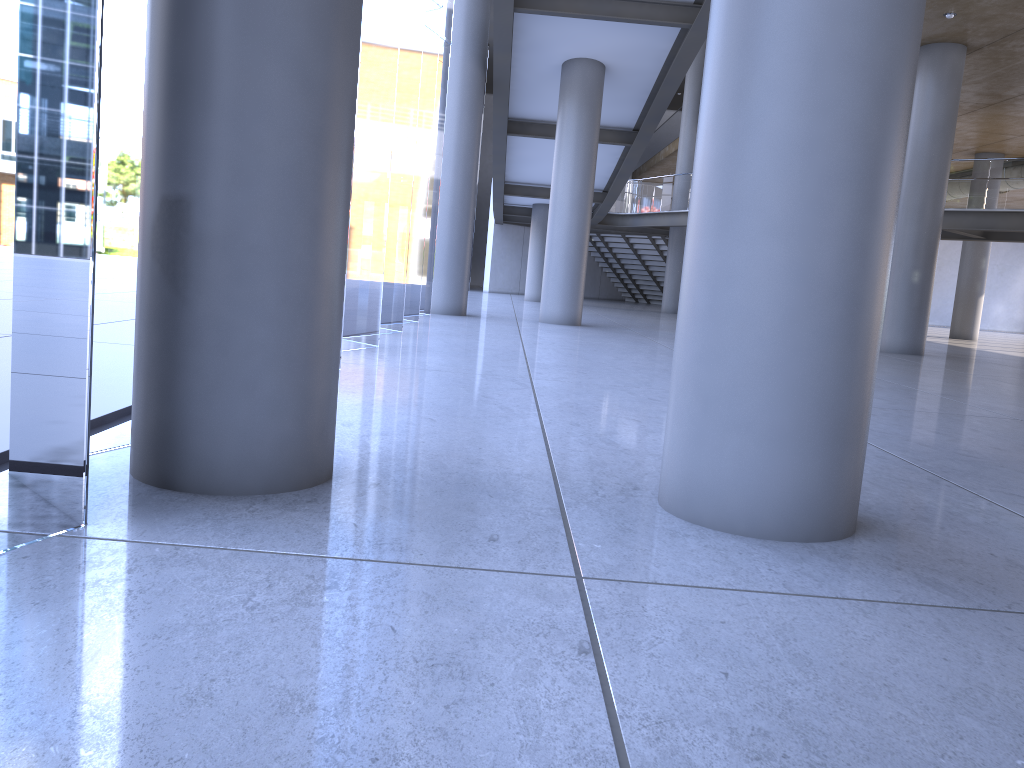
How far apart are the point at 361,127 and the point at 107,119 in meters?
25.8

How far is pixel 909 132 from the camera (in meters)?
16.27
